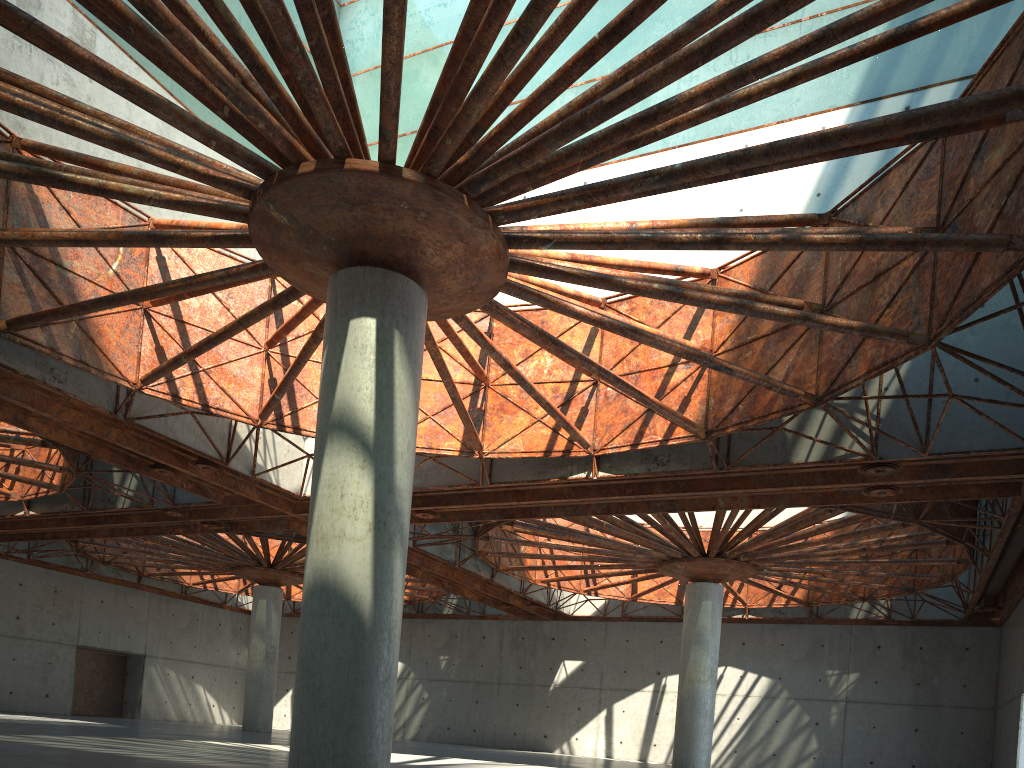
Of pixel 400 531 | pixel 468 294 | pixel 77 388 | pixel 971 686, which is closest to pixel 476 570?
pixel 77 388

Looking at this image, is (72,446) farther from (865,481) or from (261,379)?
(865,481)
